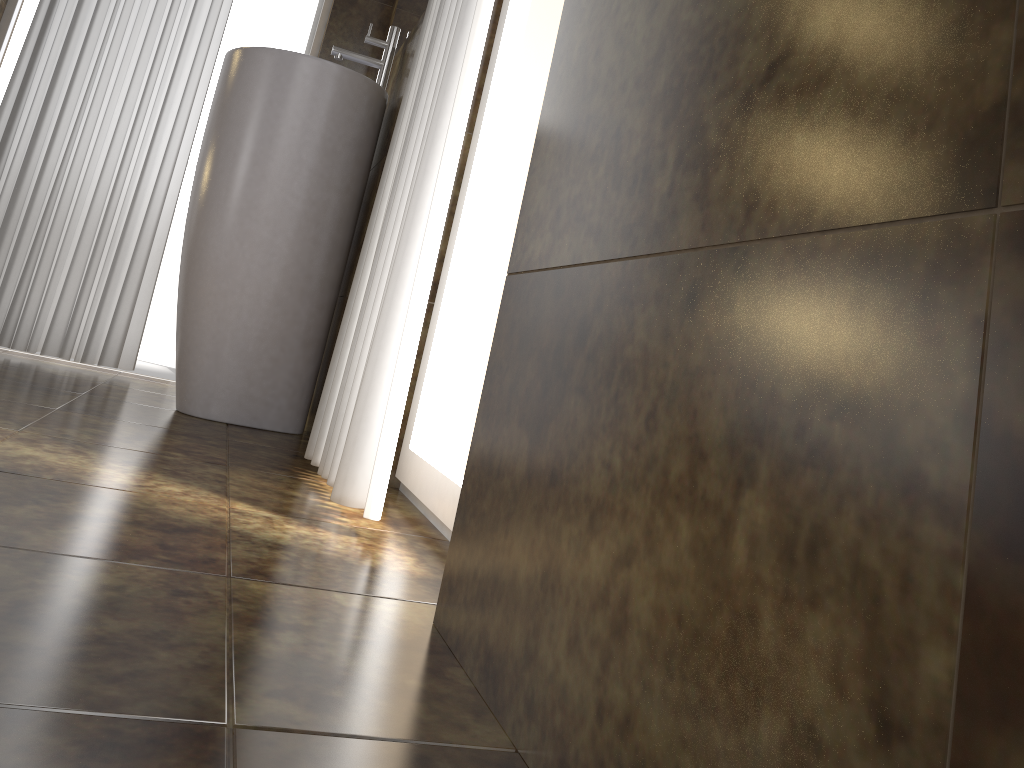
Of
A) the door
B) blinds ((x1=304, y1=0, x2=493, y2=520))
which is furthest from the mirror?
the door

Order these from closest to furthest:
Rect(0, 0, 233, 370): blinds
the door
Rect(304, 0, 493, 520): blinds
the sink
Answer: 1. Rect(304, 0, 493, 520): blinds
2. the sink
3. Rect(0, 0, 233, 370): blinds
4. the door

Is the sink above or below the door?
below

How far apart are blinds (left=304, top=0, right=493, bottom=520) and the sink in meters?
0.5

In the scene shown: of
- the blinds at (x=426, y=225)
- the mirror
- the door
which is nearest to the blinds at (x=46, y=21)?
the door

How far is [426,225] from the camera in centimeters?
124cm

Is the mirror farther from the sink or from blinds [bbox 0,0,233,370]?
blinds [bbox 0,0,233,370]

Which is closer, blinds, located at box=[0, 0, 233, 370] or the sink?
the sink

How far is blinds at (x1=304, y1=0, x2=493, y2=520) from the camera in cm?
124

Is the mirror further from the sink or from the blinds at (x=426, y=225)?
the blinds at (x=426, y=225)
